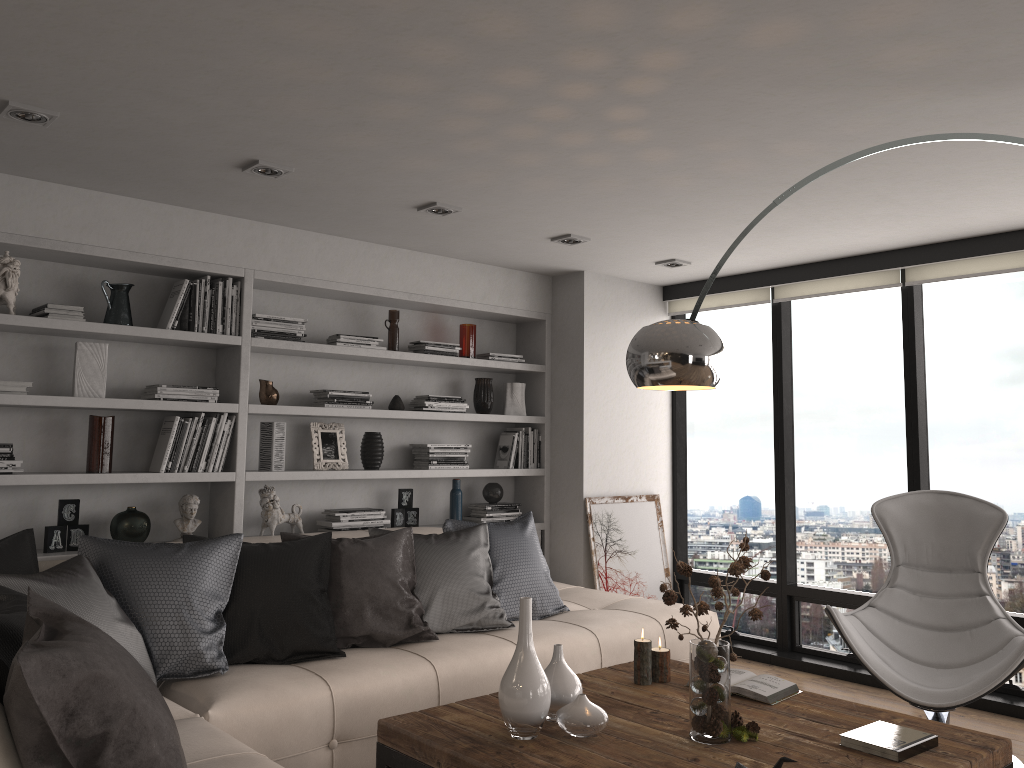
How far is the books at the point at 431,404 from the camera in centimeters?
525cm

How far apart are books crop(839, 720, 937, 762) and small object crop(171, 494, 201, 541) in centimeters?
309cm

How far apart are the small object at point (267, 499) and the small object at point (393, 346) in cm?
109

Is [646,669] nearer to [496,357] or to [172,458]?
[172,458]

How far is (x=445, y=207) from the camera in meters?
4.2

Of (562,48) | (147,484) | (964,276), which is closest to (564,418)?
(964,276)

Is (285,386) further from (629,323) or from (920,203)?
(920,203)

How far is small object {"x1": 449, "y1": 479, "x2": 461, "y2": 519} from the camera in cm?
544

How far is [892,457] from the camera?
5.2 meters

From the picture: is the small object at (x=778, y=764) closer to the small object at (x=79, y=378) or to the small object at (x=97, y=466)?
the small object at (x=97, y=466)
